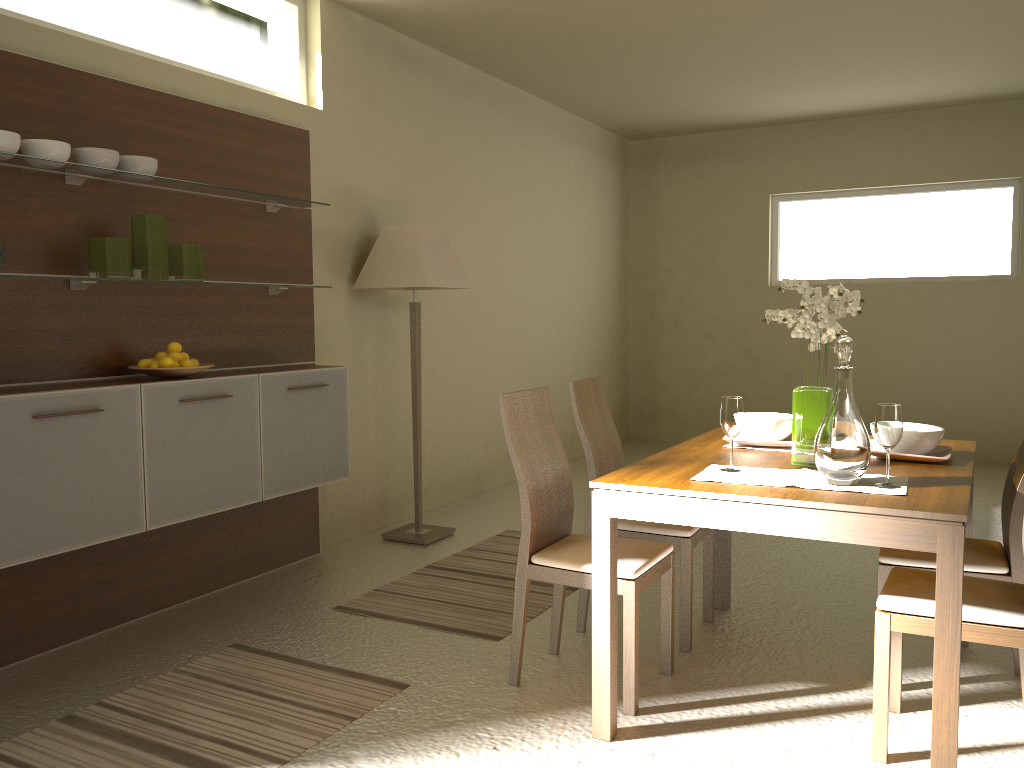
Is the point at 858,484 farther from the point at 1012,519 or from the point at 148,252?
the point at 148,252

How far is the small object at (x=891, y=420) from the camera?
2.5 meters

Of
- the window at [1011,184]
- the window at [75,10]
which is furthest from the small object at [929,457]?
the window at [1011,184]

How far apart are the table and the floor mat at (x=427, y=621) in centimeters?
68cm

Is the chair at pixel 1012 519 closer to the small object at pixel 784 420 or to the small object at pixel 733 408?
the small object at pixel 784 420

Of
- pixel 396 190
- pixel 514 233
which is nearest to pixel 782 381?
pixel 514 233

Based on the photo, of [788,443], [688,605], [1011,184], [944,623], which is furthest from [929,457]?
[1011,184]

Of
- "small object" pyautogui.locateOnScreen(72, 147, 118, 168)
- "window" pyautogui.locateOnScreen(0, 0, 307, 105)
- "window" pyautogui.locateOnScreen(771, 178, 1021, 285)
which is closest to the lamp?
"window" pyautogui.locateOnScreen(0, 0, 307, 105)

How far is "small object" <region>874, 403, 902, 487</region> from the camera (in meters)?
2.46

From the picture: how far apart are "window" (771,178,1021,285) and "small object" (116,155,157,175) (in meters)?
6.16
